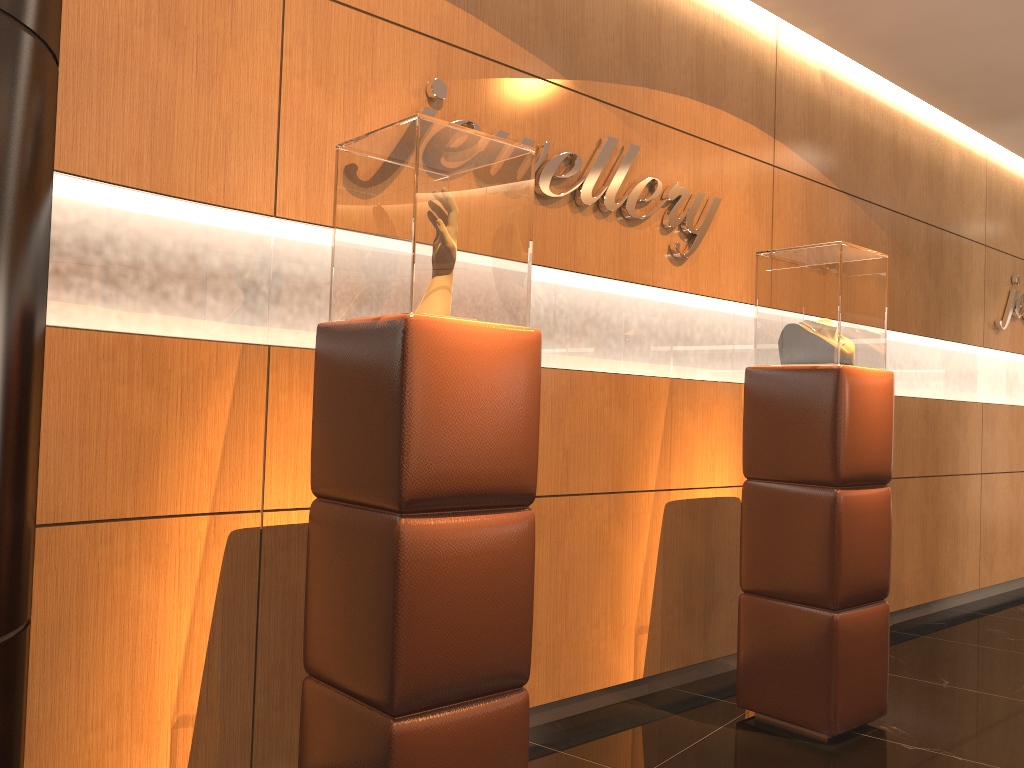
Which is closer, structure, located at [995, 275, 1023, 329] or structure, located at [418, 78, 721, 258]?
structure, located at [418, 78, 721, 258]

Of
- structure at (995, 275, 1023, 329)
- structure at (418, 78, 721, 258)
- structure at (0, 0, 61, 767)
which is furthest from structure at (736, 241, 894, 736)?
structure at (995, 275, 1023, 329)

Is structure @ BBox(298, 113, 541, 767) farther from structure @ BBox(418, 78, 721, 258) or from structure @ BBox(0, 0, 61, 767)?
structure @ BBox(0, 0, 61, 767)

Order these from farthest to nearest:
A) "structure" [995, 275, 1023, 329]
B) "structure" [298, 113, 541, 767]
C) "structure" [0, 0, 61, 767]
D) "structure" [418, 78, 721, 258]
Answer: "structure" [995, 275, 1023, 329] → "structure" [418, 78, 721, 258] → "structure" [298, 113, 541, 767] → "structure" [0, 0, 61, 767]

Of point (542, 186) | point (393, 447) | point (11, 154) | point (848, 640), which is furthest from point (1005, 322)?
point (11, 154)

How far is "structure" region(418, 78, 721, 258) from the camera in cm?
348

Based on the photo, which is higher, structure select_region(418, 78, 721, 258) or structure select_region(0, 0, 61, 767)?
structure select_region(418, 78, 721, 258)

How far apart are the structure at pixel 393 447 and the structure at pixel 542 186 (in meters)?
0.71

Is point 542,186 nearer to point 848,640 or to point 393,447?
point 393,447

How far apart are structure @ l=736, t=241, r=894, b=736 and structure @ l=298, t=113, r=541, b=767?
1.6m
